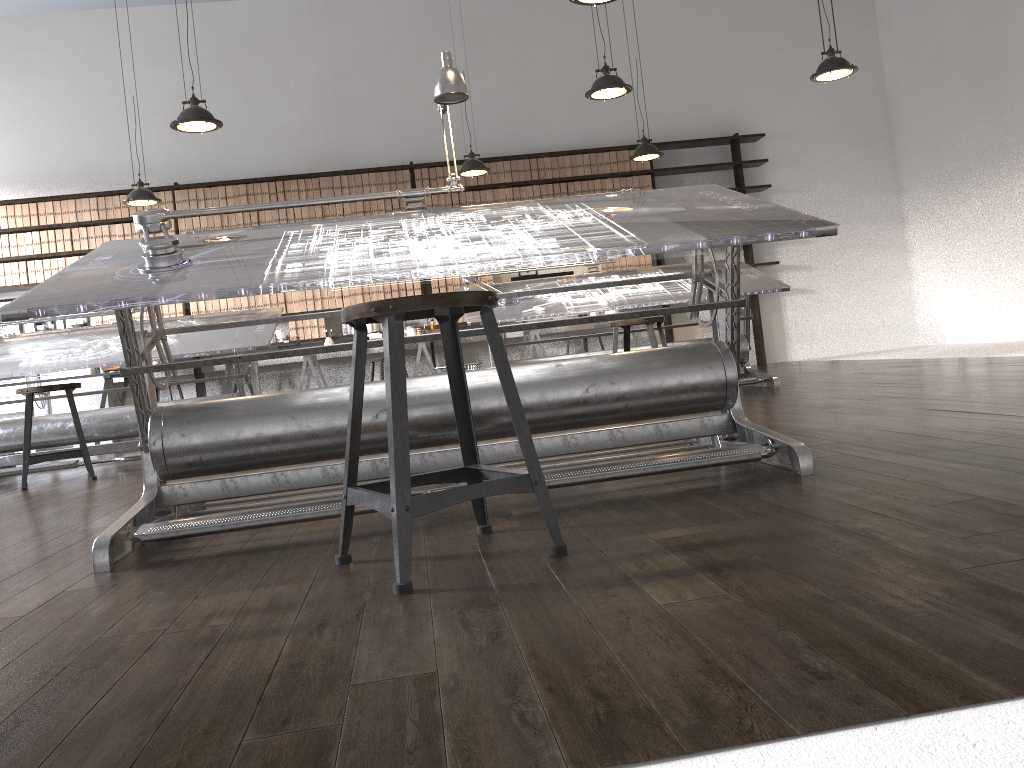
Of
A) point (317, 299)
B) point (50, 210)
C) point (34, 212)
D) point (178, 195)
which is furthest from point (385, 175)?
point (34, 212)

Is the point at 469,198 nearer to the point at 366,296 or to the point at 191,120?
the point at 366,296

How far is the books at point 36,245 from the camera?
8.4m

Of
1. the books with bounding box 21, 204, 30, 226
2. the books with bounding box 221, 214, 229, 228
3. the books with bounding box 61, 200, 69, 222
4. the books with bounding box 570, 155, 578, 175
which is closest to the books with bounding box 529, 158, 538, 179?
the books with bounding box 570, 155, 578, 175

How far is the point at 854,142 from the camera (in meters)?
9.68

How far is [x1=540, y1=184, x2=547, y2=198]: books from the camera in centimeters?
900cm

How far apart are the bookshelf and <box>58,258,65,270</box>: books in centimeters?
8cm

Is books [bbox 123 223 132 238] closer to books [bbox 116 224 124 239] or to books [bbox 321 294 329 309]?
books [bbox 116 224 124 239]

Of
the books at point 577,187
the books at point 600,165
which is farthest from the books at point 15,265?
the books at point 600,165

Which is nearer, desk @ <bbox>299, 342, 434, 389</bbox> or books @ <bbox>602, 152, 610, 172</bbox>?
desk @ <bbox>299, 342, 434, 389</bbox>
